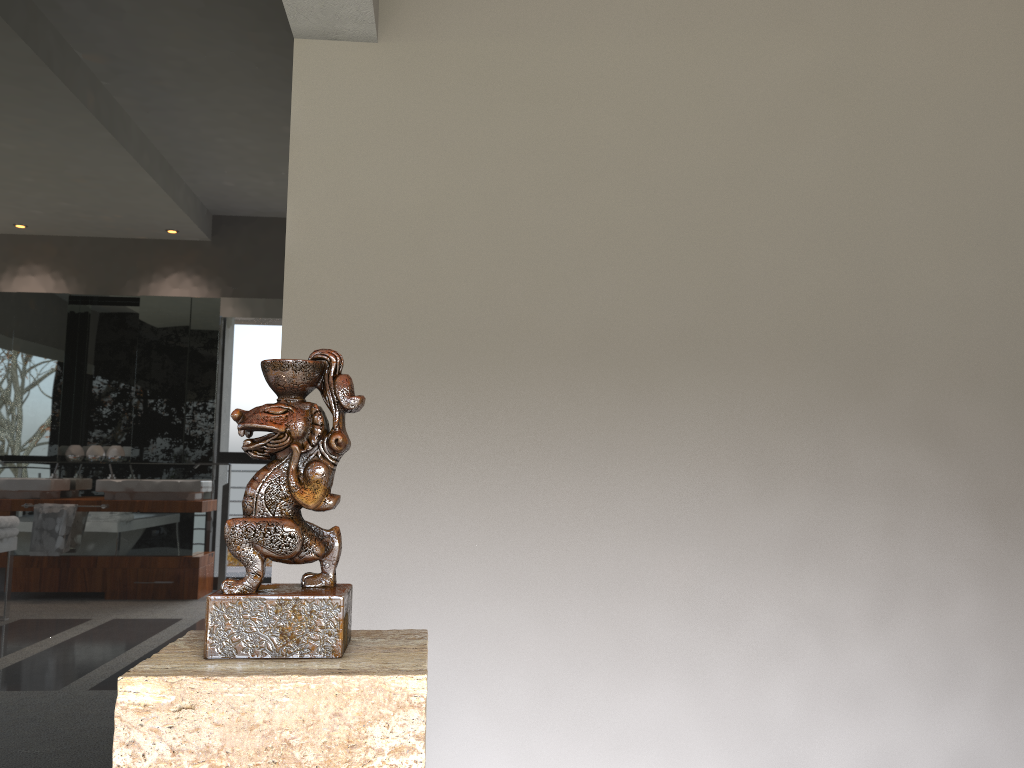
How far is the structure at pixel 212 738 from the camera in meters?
0.9

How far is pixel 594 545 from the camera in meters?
2.8 m

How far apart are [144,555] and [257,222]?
1.1m

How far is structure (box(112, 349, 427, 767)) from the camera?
0.9 meters
